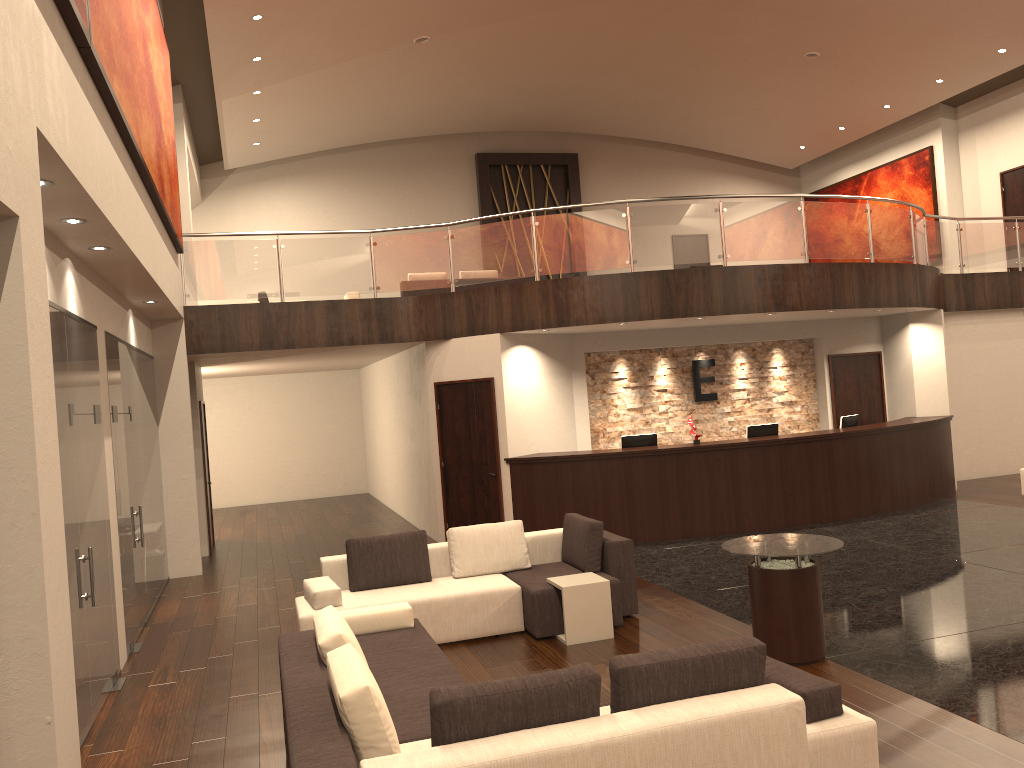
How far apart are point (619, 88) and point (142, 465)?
12.7 meters

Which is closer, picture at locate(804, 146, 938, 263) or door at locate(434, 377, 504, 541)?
door at locate(434, 377, 504, 541)

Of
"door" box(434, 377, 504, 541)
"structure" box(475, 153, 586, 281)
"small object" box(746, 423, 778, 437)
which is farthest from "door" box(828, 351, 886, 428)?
"structure" box(475, 153, 586, 281)

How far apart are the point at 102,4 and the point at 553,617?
5.3 meters

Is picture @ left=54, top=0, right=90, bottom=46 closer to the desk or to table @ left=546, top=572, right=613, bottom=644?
table @ left=546, top=572, right=613, bottom=644

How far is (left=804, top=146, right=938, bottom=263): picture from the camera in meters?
18.9

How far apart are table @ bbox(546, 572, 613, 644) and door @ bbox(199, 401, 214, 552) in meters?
8.0 m

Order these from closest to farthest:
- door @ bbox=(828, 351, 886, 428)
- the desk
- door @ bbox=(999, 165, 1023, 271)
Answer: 1. the desk
2. door @ bbox=(828, 351, 886, 428)
3. door @ bbox=(999, 165, 1023, 271)

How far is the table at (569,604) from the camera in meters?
7.0 m

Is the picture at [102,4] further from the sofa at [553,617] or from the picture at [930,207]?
the picture at [930,207]
